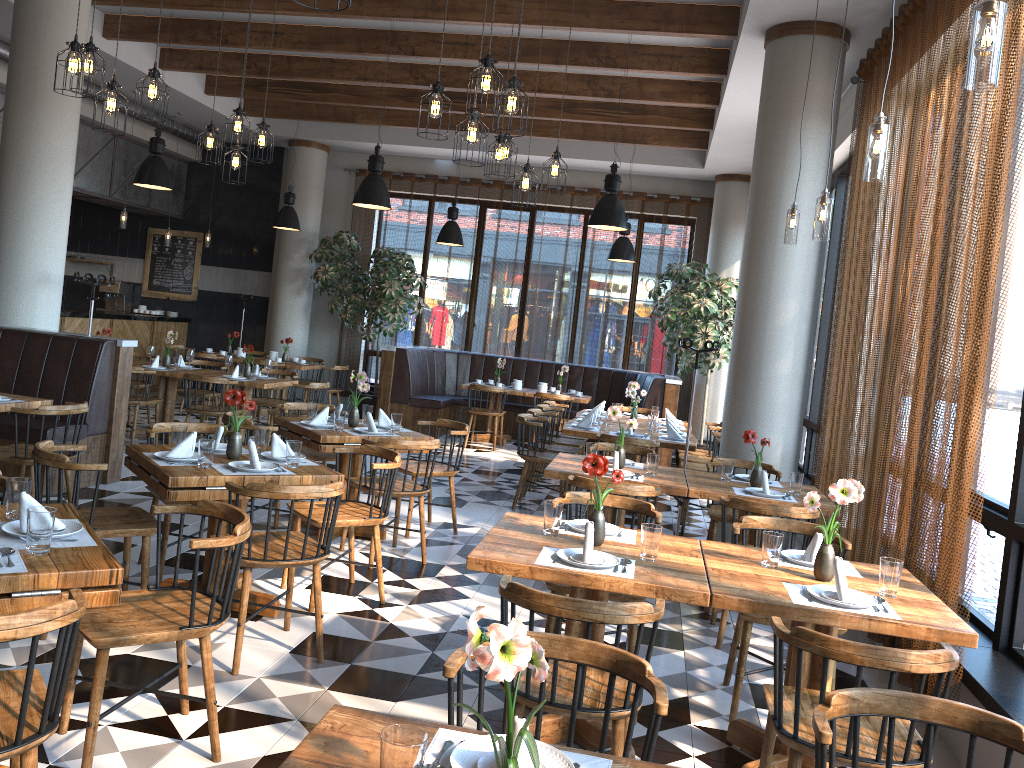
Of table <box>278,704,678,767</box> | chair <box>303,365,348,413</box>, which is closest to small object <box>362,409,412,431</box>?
table <box>278,704,678,767</box>

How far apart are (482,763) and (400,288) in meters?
11.1 m

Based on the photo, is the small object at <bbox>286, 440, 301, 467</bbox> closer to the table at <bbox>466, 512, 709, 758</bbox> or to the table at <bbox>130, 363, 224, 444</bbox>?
the table at <bbox>466, 512, 709, 758</bbox>

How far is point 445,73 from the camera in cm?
991

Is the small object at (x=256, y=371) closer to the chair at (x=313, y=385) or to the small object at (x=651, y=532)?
the chair at (x=313, y=385)

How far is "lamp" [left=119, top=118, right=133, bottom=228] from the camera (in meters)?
11.32

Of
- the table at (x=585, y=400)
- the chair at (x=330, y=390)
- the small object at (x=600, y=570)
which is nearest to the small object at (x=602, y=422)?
the table at (x=585, y=400)

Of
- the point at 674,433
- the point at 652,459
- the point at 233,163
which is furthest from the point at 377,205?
the point at 652,459

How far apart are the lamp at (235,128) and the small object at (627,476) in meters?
3.8 m

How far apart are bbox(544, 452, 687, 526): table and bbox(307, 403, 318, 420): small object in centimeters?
179cm
